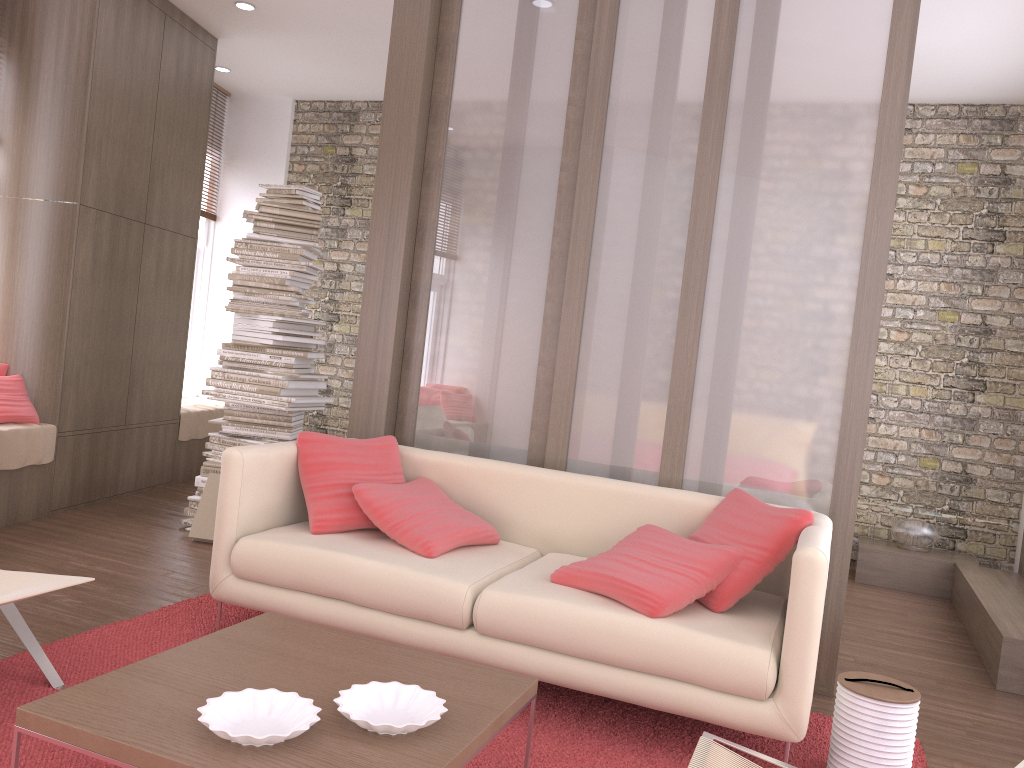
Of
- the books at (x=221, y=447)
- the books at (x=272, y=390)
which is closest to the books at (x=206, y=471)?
the books at (x=221, y=447)

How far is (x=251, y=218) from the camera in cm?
515

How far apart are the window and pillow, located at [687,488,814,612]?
5.6m

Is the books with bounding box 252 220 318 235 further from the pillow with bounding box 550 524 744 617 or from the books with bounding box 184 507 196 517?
the pillow with bounding box 550 524 744 617

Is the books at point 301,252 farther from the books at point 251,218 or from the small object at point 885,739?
the small object at point 885,739

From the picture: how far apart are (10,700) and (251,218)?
3.1m

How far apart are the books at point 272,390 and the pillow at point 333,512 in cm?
138

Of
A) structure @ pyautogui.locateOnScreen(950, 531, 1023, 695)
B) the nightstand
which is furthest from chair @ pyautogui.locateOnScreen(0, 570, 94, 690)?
the nightstand

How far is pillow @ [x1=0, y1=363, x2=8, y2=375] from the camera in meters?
5.1 m

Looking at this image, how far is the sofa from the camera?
2.67m
